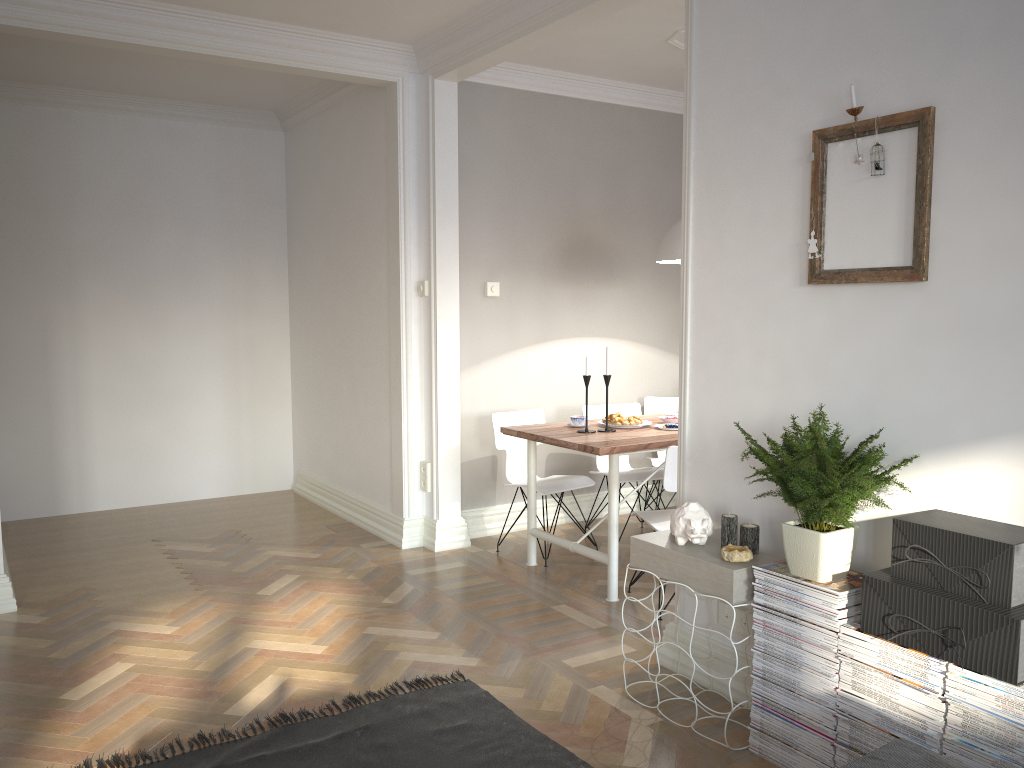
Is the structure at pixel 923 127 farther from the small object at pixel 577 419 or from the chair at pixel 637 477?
the chair at pixel 637 477

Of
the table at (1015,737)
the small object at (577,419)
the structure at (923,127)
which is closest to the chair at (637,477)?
the small object at (577,419)

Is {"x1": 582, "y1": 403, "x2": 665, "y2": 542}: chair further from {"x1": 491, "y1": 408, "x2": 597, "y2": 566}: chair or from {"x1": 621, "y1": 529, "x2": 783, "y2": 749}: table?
{"x1": 621, "y1": 529, "x2": 783, "y2": 749}: table

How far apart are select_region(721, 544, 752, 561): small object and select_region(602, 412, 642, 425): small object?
1.84m

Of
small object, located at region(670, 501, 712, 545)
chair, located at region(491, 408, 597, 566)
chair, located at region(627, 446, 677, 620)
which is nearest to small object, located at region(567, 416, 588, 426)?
chair, located at region(491, 408, 597, 566)

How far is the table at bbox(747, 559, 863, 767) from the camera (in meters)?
2.47

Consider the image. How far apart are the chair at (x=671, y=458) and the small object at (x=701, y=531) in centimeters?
84cm

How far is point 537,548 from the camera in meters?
5.1

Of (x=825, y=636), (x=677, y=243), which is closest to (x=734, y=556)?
(x=825, y=636)

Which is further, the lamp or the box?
the lamp
